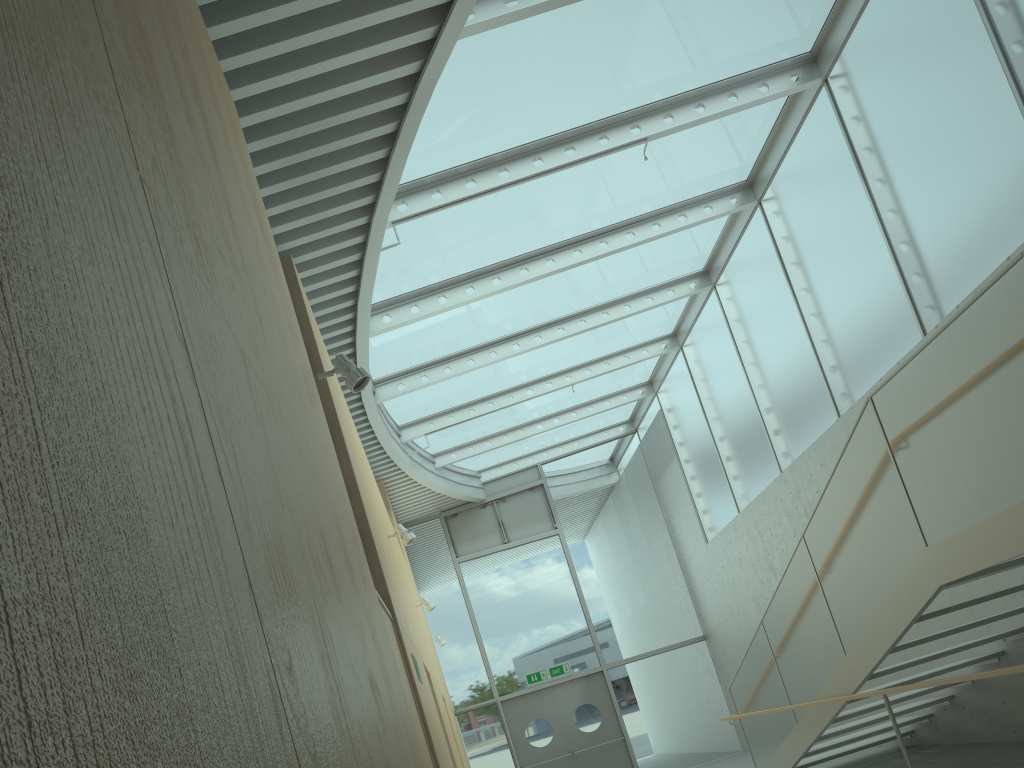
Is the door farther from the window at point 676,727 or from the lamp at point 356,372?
the lamp at point 356,372

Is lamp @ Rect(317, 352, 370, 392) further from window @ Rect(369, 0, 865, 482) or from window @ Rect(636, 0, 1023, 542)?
window @ Rect(636, 0, 1023, 542)

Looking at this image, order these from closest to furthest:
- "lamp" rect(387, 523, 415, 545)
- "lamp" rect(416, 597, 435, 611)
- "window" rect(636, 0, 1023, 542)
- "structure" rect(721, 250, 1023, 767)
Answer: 1. "structure" rect(721, 250, 1023, 767)
2. "window" rect(636, 0, 1023, 542)
3. "lamp" rect(387, 523, 415, 545)
4. "lamp" rect(416, 597, 435, 611)

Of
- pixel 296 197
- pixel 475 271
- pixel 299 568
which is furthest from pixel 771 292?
pixel 299 568

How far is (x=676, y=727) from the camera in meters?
14.1

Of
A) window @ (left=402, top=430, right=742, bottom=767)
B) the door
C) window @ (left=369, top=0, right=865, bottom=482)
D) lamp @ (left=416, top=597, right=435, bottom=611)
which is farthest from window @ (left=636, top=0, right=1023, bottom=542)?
lamp @ (left=416, top=597, right=435, bottom=611)

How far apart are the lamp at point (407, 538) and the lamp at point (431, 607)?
3.1m

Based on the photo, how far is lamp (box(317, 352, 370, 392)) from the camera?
4.1m

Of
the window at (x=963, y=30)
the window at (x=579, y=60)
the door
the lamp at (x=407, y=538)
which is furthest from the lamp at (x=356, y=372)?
the door

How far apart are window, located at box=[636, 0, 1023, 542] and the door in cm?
306
